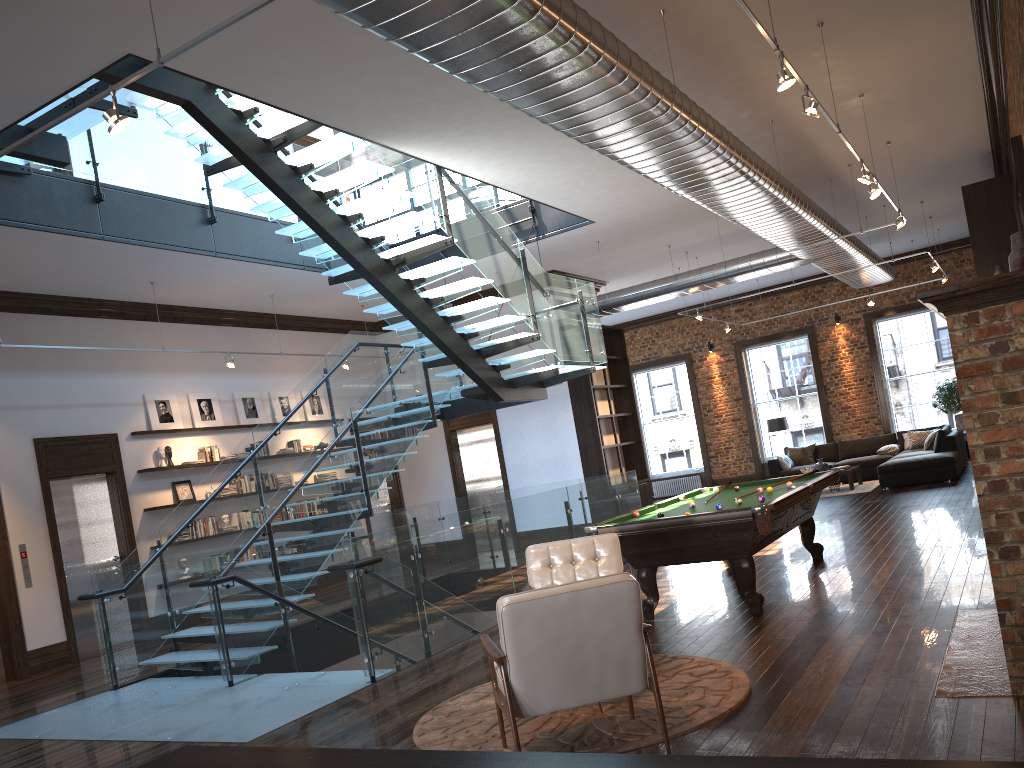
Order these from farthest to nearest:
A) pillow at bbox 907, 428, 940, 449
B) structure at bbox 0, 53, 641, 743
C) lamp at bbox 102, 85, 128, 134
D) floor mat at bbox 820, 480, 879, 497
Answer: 1. pillow at bbox 907, 428, 940, 449
2. floor mat at bbox 820, 480, 879, 497
3. structure at bbox 0, 53, 641, 743
4. lamp at bbox 102, 85, 128, 134

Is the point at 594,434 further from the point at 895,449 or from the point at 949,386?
the point at 949,386

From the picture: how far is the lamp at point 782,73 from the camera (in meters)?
5.16

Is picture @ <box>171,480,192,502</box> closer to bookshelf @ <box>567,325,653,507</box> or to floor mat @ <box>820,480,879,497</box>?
bookshelf @ <box>567,325,653,507</box>

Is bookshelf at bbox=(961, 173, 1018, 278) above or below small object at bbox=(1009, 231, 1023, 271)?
above

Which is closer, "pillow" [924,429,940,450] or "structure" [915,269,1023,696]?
"structure" [915,269,1023,696]

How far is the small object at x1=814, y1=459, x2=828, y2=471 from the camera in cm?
1595

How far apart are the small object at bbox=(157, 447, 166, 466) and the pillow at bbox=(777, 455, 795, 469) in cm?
1164

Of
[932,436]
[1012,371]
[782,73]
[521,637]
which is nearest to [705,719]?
[521,637]

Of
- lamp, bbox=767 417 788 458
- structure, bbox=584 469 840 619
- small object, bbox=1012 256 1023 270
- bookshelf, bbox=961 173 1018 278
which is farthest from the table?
small object, bbox=1012 256 1023 270
